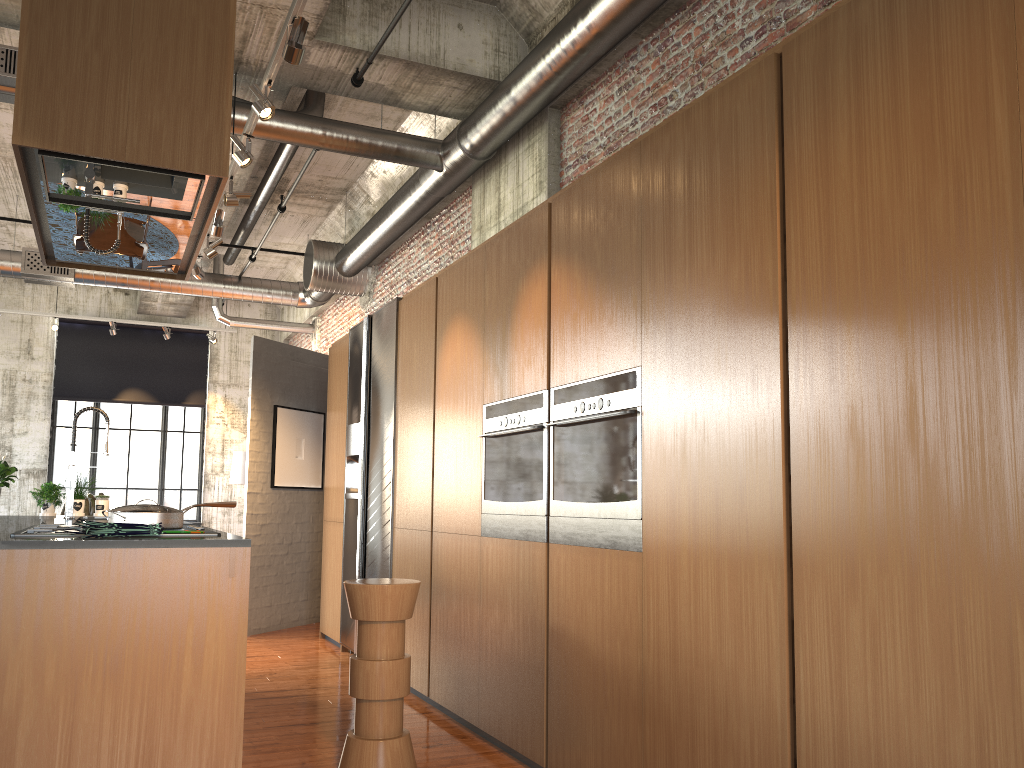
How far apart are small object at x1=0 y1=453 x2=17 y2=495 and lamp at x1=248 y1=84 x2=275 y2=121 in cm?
318

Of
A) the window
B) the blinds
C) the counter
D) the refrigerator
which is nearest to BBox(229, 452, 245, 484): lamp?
the window

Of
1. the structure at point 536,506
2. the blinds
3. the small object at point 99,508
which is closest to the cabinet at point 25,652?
the structure at point 536,506

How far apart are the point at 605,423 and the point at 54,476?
13.8 meters

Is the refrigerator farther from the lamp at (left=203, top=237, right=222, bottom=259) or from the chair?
the chair

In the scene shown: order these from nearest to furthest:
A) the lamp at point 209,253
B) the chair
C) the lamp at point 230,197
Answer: the chair < the lamp at point 230,197 < the lamp at point 209,253

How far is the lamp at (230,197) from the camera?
6.7m

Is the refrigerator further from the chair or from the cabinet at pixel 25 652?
the cabinet at pixel 25 652

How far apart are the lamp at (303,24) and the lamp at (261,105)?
0.7 meters

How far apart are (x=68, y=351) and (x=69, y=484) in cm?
1068
